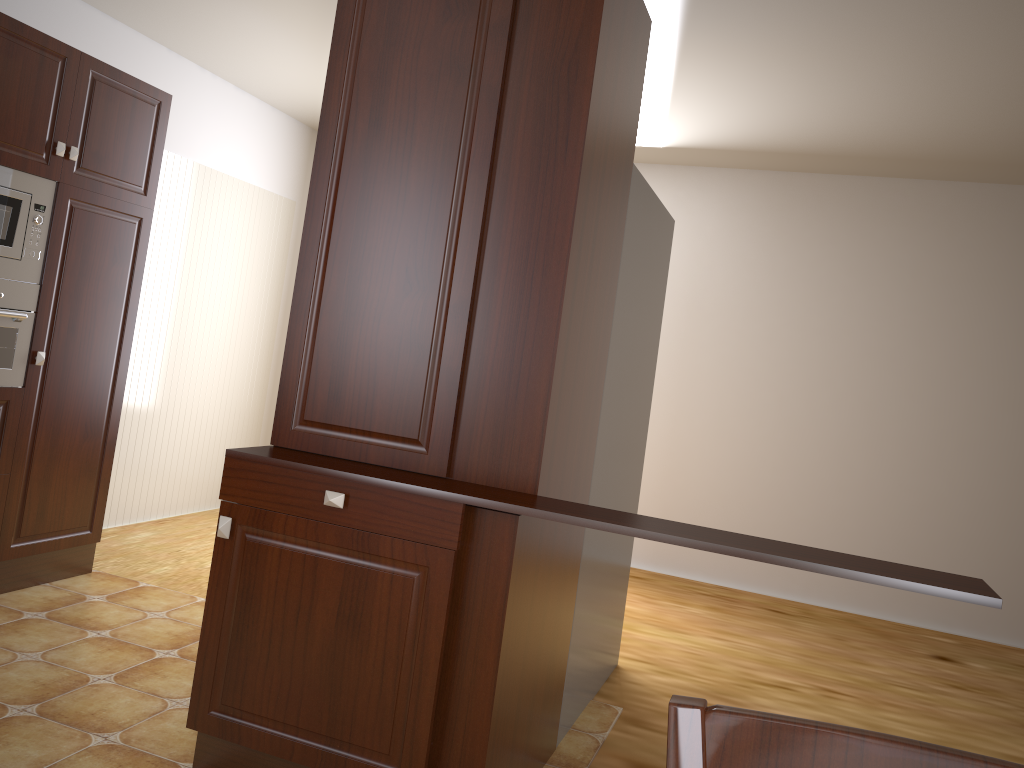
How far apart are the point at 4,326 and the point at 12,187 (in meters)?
0.48

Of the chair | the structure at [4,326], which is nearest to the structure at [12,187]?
the structure at [4,326]

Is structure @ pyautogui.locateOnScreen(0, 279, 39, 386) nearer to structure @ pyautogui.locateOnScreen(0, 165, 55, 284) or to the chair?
structure @ pyautogui.locateOnScreen(0, 165, 55, 284)

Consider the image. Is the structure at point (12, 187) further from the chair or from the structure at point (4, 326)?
the chair

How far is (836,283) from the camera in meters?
5.1 m

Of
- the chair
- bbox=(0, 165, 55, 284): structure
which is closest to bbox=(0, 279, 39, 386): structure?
bbox=(0, 165, 55, 284): structure

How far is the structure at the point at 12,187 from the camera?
3.1m

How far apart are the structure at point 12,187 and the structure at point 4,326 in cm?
2

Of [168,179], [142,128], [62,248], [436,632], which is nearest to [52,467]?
[62,248]

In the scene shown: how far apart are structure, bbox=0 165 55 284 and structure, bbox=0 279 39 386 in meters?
0.0
